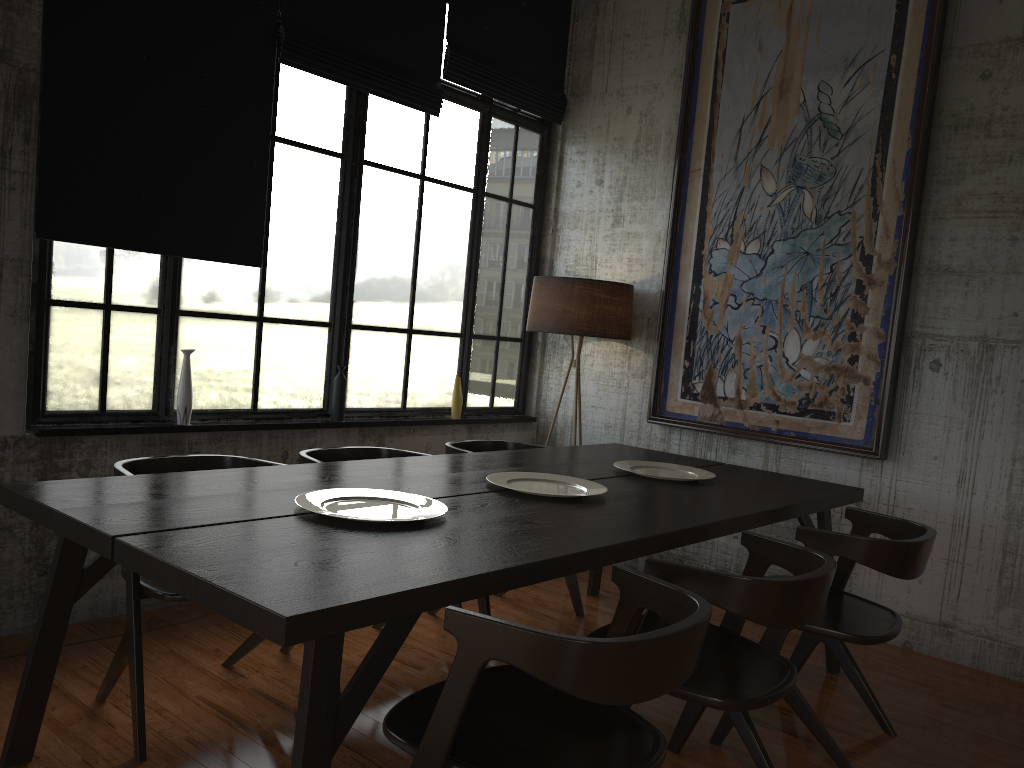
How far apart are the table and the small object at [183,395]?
1.3 meters

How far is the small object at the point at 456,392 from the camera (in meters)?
6.33

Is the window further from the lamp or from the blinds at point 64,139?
the lamp

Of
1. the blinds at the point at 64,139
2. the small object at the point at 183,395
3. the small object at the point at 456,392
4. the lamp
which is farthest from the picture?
the small object at the point at 183,395

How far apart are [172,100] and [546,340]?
3.4m

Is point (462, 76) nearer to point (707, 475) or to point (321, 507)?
point (707, 475)

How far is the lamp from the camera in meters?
6.0 m

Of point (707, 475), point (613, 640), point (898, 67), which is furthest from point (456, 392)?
point (613, 640)

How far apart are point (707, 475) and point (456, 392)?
2.3m

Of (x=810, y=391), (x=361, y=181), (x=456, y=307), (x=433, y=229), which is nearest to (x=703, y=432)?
(x=810, y=391)
